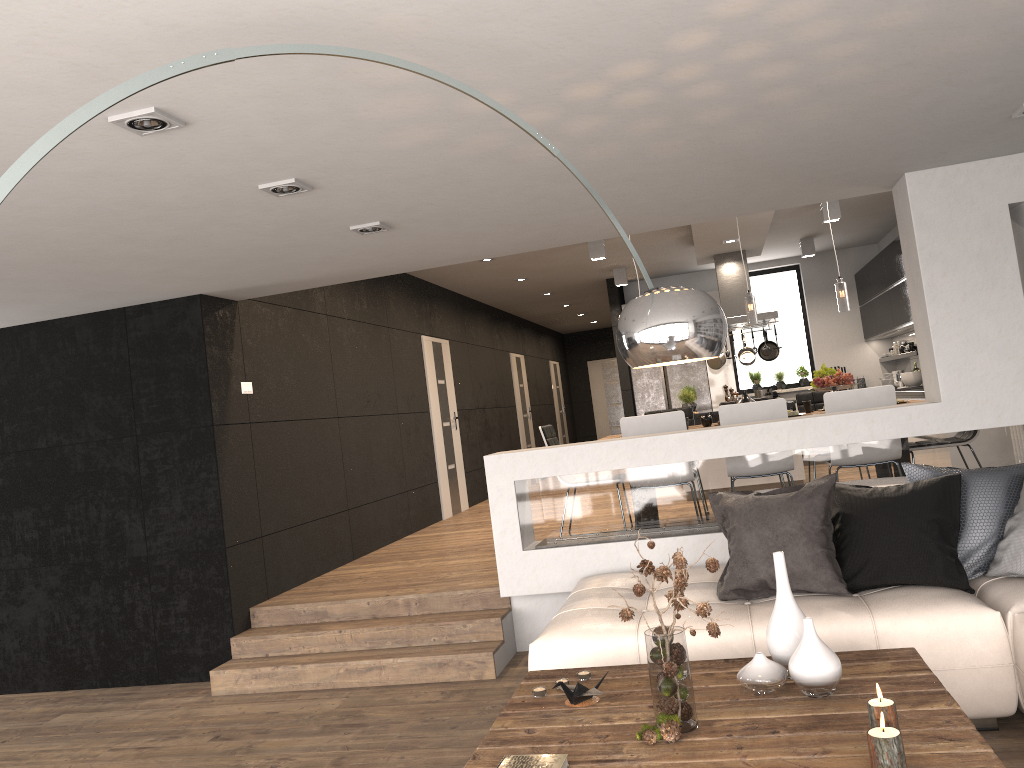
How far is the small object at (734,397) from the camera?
10.5m

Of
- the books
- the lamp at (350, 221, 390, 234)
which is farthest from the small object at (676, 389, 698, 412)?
the books

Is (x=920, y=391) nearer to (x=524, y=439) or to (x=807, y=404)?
(x=807, y=404)

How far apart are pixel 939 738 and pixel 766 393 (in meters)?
7.95

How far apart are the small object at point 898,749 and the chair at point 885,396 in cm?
372

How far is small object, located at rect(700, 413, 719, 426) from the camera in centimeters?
673cm

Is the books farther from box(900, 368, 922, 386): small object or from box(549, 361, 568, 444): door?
box(549, 361, 568, 444): door

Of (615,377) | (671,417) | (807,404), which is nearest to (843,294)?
(807,404)

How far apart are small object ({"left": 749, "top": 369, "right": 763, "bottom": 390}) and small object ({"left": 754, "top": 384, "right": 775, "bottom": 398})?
2.3m

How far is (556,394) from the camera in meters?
17.6
